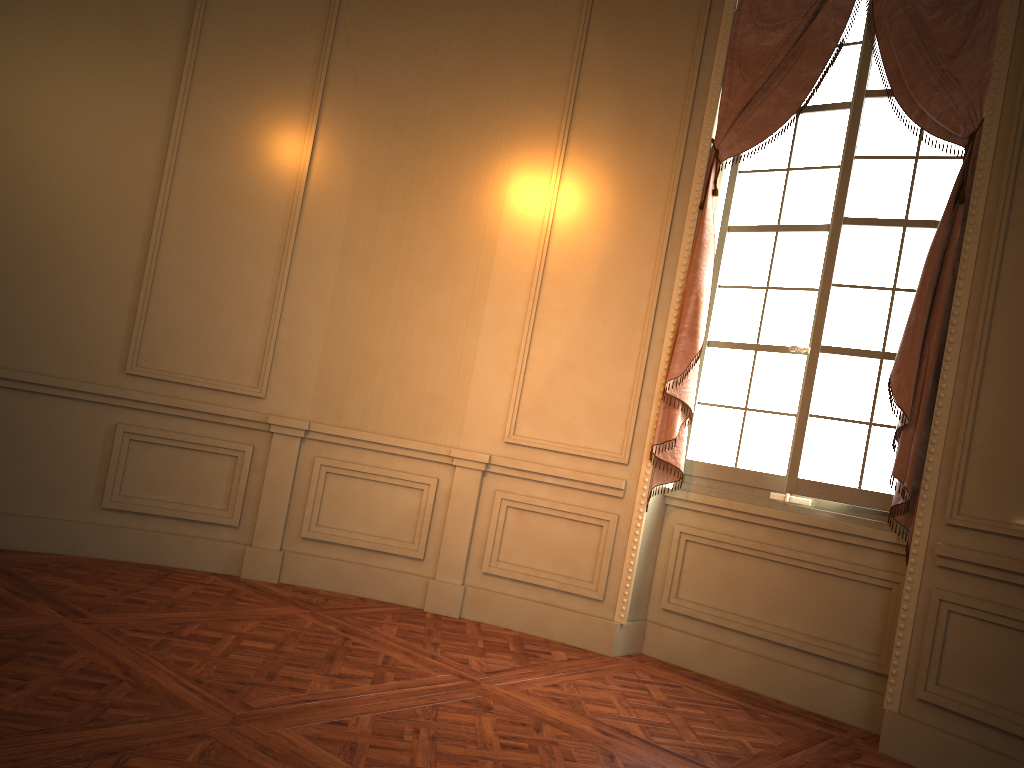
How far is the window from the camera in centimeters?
408cm

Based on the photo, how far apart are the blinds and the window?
0.1m

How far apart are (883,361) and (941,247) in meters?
0.6 m

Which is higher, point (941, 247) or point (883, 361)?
point (941, 247)

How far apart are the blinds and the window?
0.1m

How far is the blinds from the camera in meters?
3.7

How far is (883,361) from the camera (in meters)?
4.08

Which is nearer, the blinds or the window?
the blinds

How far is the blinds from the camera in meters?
3.7 m
